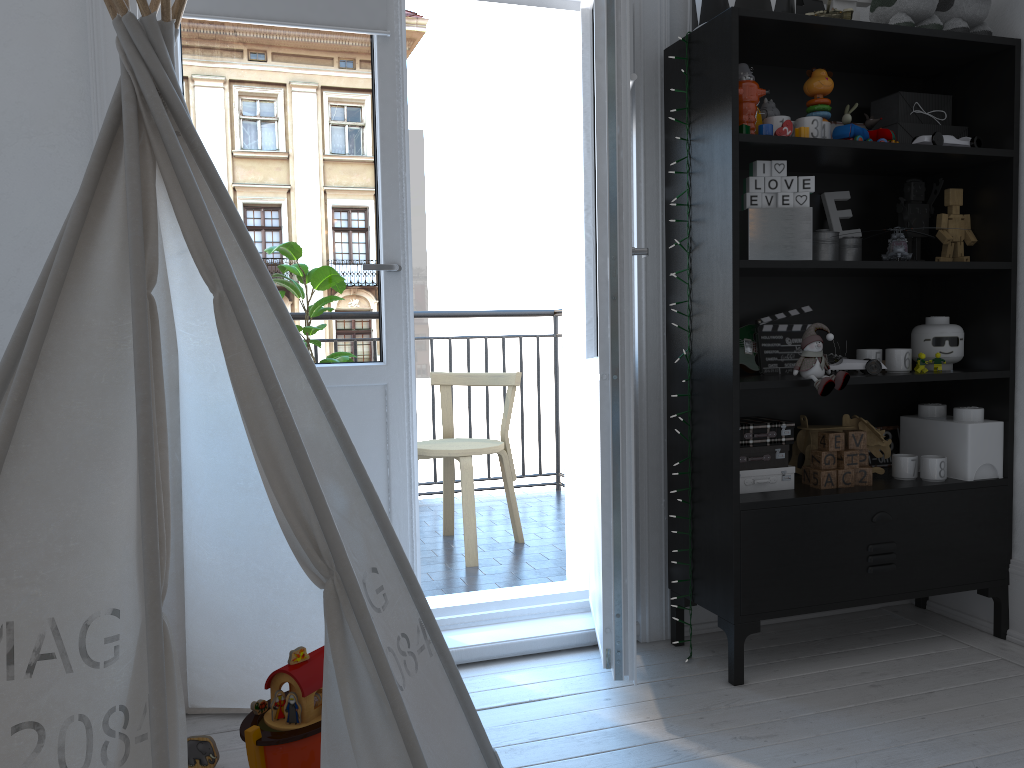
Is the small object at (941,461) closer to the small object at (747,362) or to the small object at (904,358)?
Answer: the small object at (904,358)

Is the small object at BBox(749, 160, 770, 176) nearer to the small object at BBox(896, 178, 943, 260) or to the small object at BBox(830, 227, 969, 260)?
the small object at BBox(830, 227, 969, 260)

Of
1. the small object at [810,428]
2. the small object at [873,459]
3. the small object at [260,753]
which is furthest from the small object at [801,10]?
the small object at [260,753]

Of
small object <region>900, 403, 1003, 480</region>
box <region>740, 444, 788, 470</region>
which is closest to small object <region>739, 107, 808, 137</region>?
box <region>740, 444, 788, 470</region>

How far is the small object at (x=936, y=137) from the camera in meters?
2.4 m

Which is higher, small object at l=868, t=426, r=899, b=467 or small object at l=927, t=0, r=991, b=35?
small object at l=927, t=0, r=991, b=35

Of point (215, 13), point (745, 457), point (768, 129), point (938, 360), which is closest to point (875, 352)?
point (938, 360)

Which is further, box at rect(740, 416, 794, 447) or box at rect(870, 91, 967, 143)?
box at rect(870, 91, 967, 143)

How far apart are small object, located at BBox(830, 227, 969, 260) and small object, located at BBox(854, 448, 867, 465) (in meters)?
0.54

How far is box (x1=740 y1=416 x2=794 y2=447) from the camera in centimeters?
234cm
